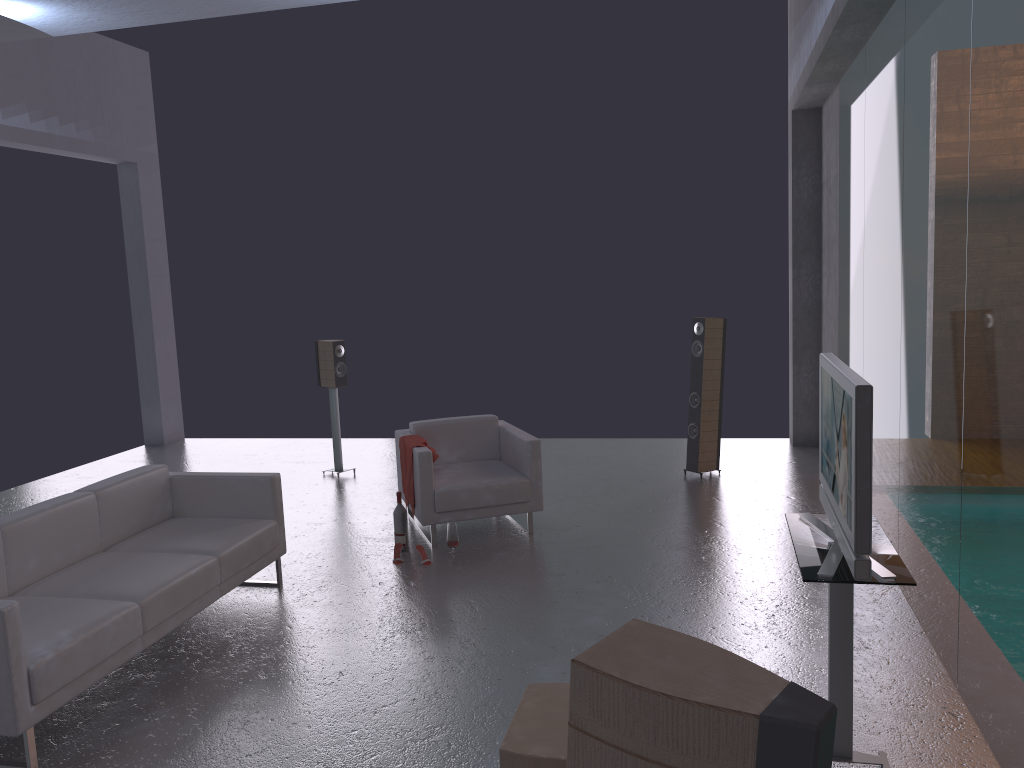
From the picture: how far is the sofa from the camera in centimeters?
376cm

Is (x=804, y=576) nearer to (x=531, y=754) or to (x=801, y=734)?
(x=531, y=754)

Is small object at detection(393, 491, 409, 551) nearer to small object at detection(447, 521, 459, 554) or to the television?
small object at detection(447, 521, 459, 554)

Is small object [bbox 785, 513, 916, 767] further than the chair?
No

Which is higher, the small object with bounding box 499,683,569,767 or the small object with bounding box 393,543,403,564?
the small object with bounding box 499,683,569,767

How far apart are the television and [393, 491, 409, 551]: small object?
3.4m

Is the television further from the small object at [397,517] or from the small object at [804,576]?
the small object at [397,517]

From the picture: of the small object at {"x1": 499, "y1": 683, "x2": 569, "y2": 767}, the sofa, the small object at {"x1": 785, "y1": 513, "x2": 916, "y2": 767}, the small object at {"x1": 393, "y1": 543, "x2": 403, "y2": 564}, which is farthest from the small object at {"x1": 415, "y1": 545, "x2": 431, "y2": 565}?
the small object at {"x1": 785, "y1": 513, "x2": 916, "y2": 767}

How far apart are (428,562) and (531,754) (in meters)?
3.38

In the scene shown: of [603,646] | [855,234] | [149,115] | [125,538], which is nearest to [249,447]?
[149,115]
